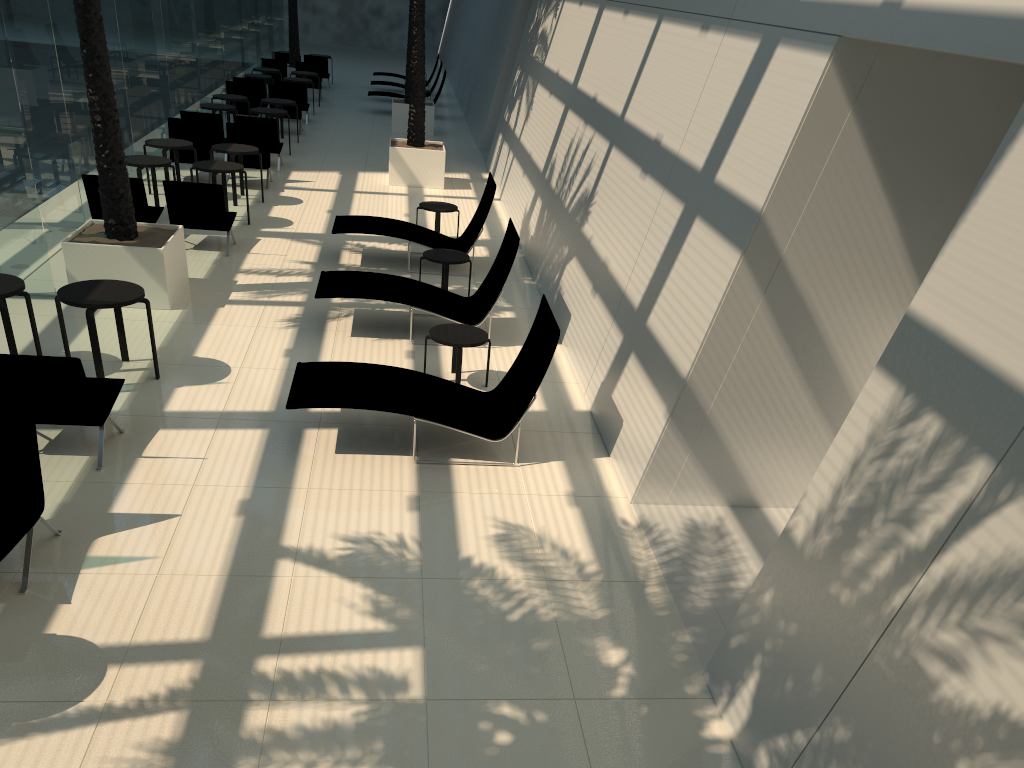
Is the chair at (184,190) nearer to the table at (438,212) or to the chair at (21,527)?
the table at (438,212)

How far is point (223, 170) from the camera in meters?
12.5 m

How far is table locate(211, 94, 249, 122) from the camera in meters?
18.8 m

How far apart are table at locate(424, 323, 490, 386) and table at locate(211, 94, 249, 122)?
12.8 meters

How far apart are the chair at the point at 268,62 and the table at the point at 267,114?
9.0m

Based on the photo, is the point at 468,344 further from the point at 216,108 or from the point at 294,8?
the point at 294,8

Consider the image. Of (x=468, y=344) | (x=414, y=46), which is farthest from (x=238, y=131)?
(x=468, y=344)

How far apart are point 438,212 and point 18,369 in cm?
762

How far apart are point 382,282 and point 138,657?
5.72m

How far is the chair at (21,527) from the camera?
5.2 meters
